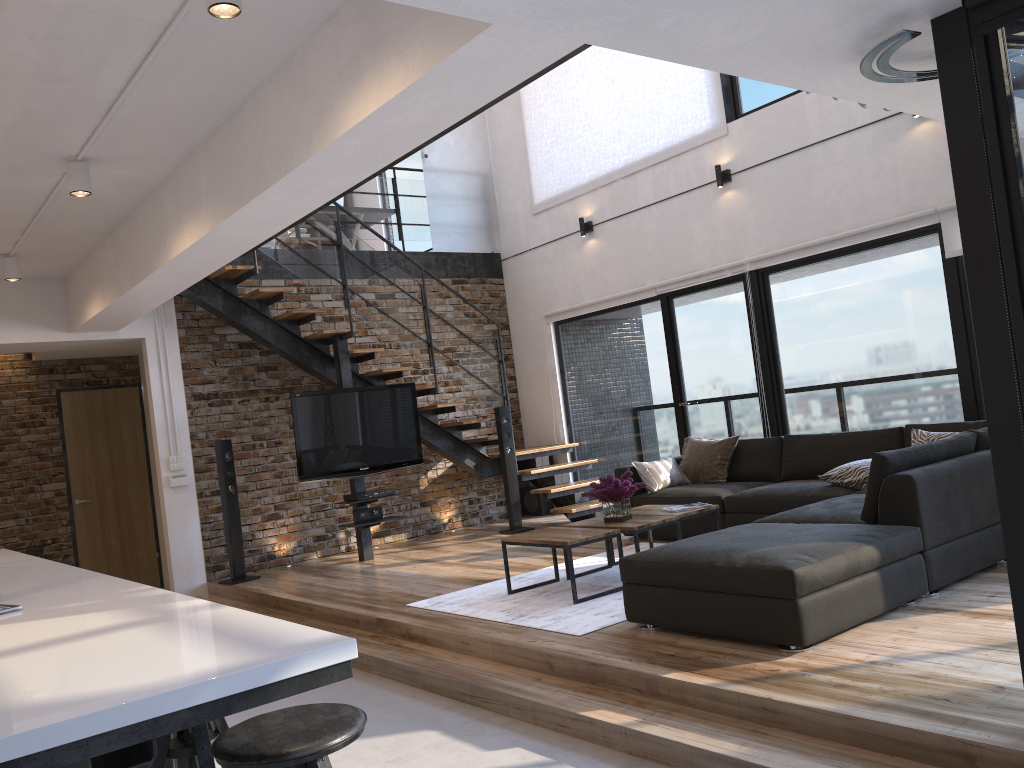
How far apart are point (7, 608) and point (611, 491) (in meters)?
A: 3.58

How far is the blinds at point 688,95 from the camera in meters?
7.8 m

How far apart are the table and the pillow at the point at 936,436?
1.30m

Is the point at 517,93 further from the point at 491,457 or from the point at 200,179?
the point at 200,179

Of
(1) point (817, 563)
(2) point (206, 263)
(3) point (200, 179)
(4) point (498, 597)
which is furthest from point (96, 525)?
(1) point (817, 563)

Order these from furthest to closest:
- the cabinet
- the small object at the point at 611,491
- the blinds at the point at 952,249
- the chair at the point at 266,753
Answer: the blinds at the point at 952,249, the small object at the point at 611,491, the chair at the point at 266,753, the cabinet

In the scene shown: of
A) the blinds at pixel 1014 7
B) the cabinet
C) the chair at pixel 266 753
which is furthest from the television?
the blinds at pixel 1014 7

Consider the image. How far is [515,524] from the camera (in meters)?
8.41

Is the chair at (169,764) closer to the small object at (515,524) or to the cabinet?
the cabinet

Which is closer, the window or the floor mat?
the window
